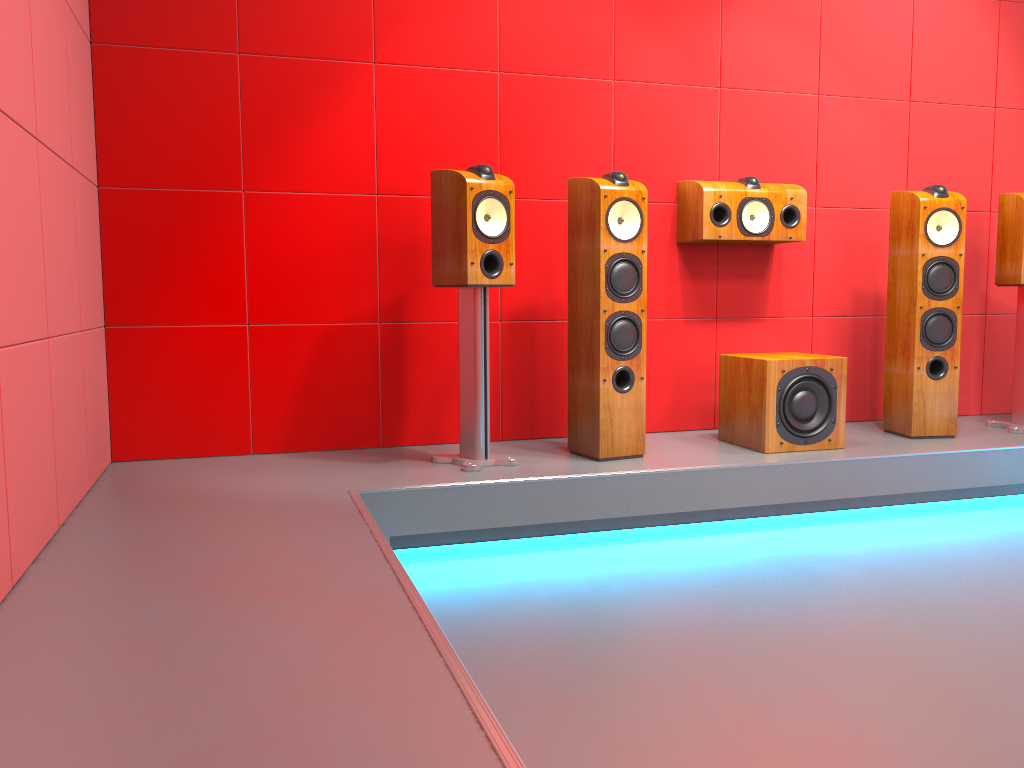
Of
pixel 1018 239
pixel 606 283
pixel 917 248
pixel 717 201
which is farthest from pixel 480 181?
pixel 1018 239

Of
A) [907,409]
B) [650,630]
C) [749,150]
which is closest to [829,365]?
[907,409]

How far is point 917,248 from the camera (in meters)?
3.63

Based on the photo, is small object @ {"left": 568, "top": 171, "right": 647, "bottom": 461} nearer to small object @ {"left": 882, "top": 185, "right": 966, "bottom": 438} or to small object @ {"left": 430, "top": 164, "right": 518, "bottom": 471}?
small object @ {"left": 430, "top": 164, "right": 518, "bottom": 471}

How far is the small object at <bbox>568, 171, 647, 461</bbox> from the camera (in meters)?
3.18

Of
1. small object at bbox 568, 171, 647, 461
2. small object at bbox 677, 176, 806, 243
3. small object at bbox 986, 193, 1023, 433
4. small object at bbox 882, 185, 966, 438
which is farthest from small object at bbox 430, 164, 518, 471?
small object at bbox 986, 193, 1023, 433

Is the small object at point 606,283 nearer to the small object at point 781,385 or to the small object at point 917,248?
the small object at point 781,385

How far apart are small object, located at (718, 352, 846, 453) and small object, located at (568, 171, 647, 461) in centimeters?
47cm

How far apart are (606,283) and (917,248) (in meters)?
1.41

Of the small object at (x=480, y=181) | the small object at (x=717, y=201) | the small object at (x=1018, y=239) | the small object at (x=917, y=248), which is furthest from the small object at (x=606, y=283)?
the small object at (x=1018, y=239)
